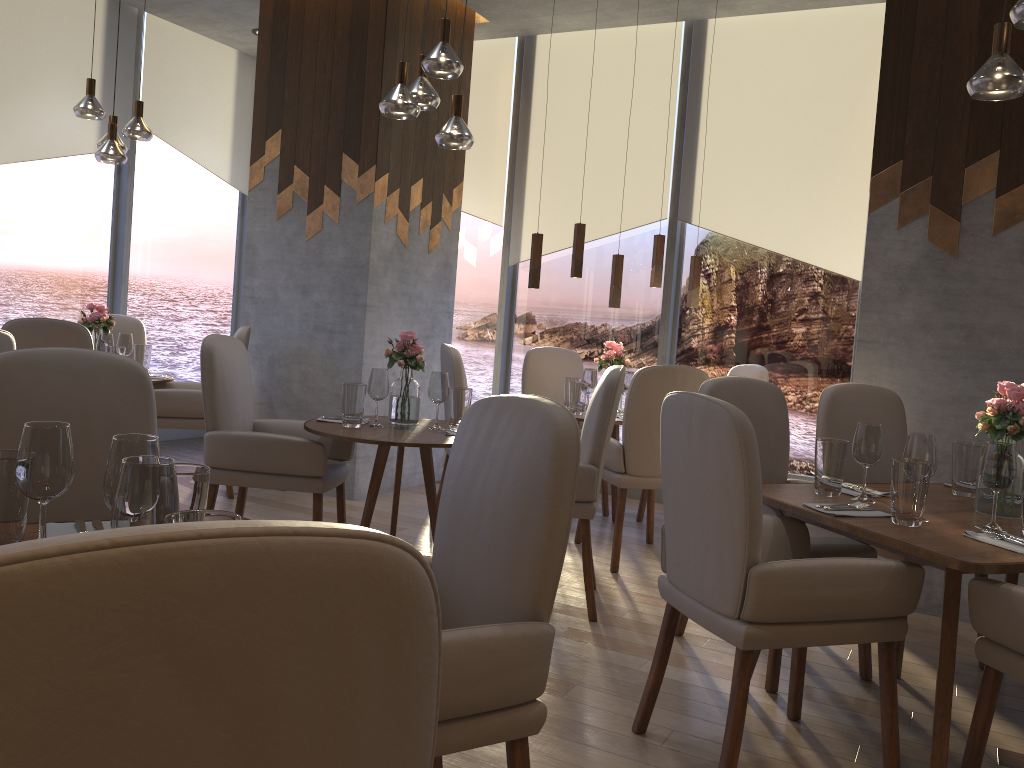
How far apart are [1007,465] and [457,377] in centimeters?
276cm

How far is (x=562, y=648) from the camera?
3.2m

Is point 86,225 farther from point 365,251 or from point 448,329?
point 448,329

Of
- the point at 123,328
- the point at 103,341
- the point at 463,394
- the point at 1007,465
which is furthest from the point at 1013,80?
the point at 123,328

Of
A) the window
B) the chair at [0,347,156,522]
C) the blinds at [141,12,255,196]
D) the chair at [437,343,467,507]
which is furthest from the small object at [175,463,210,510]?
the blinds at [141,12,255,196]

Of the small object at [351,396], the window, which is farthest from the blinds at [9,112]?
the small object at [351,396]

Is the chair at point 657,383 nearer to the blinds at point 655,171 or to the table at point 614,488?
the table at point 614,488

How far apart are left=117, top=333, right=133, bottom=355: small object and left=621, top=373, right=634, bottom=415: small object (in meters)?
2.89

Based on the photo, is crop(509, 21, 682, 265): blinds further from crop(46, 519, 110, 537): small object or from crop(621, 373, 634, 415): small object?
crop(46, 519, 110, 537): small object

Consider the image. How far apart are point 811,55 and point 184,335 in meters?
5.1 m
